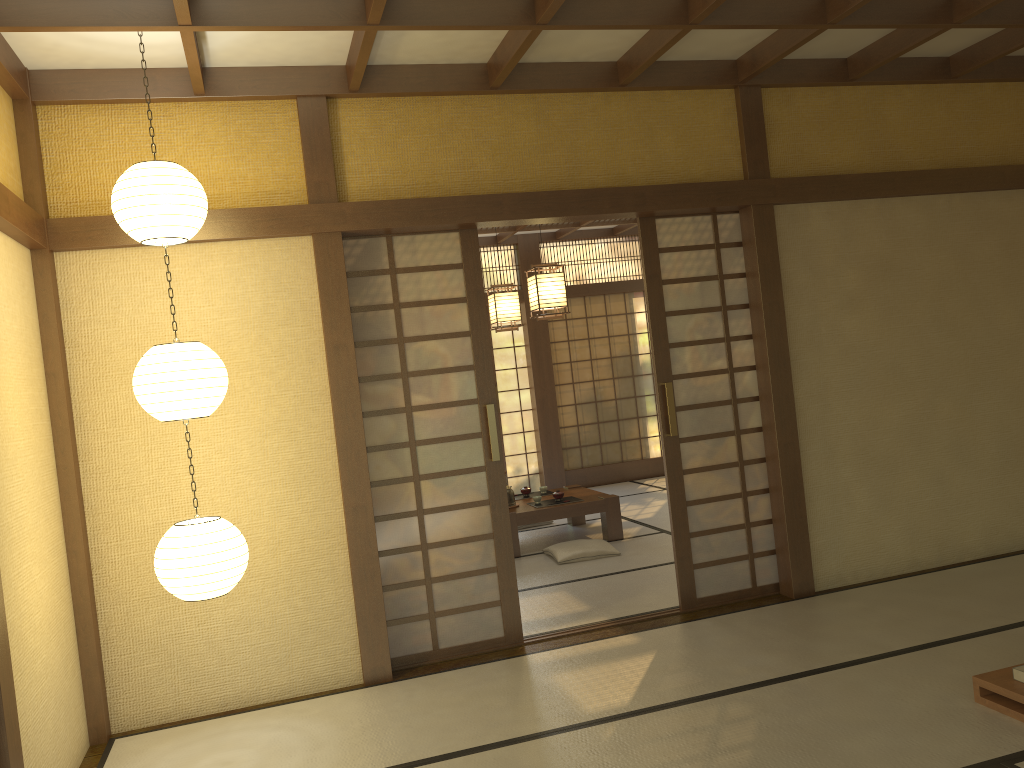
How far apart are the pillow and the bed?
3.4m

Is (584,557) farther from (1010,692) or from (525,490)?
(1010,692)

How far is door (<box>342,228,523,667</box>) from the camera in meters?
4.6 m

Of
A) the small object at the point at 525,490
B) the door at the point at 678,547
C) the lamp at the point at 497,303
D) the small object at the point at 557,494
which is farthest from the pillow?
the lamp at the point at 497,303

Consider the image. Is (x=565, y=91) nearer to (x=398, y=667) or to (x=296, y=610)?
(x=296, y=610)

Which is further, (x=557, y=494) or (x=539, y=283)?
(x=557, y=494)

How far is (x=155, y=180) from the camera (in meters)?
3.38

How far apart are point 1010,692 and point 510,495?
4.4m

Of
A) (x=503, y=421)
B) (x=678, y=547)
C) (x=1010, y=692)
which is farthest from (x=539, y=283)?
(x=503, y=421)

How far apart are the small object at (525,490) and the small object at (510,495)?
0.5 meters
